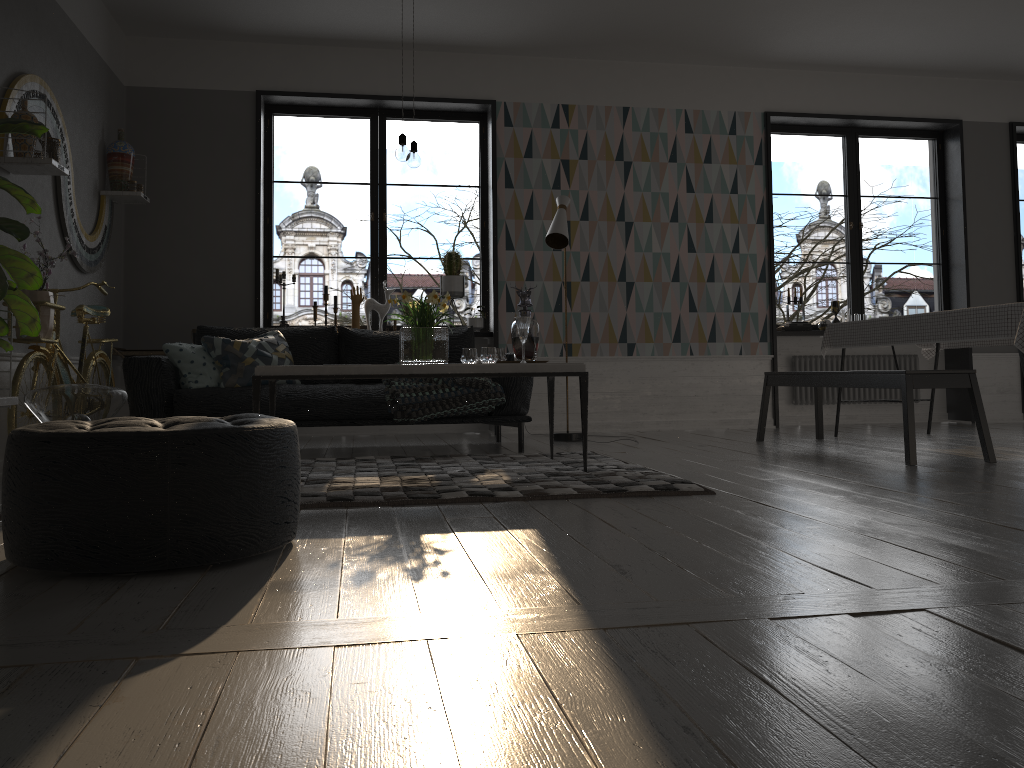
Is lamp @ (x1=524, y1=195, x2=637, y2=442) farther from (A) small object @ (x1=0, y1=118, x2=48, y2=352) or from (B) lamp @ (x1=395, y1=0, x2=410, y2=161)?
(A) small object @ (x1=0, y1=118, x2=48, y2=352)

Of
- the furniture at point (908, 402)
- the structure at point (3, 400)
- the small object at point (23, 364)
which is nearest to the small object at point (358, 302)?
the small object at point (23, 364)

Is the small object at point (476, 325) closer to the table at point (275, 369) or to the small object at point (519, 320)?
the table at point (275, 369)

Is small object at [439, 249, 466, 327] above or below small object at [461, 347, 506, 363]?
above

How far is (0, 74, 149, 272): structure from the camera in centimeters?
418cm

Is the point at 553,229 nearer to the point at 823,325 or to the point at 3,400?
the point at 823,325

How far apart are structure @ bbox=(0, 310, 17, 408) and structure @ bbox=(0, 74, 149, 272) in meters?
1.2

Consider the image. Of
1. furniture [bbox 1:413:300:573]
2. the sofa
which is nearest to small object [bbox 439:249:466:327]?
the sofa

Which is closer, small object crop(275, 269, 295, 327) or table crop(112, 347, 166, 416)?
table crop(112, 347, 166, 416)

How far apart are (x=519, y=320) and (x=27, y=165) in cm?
244
